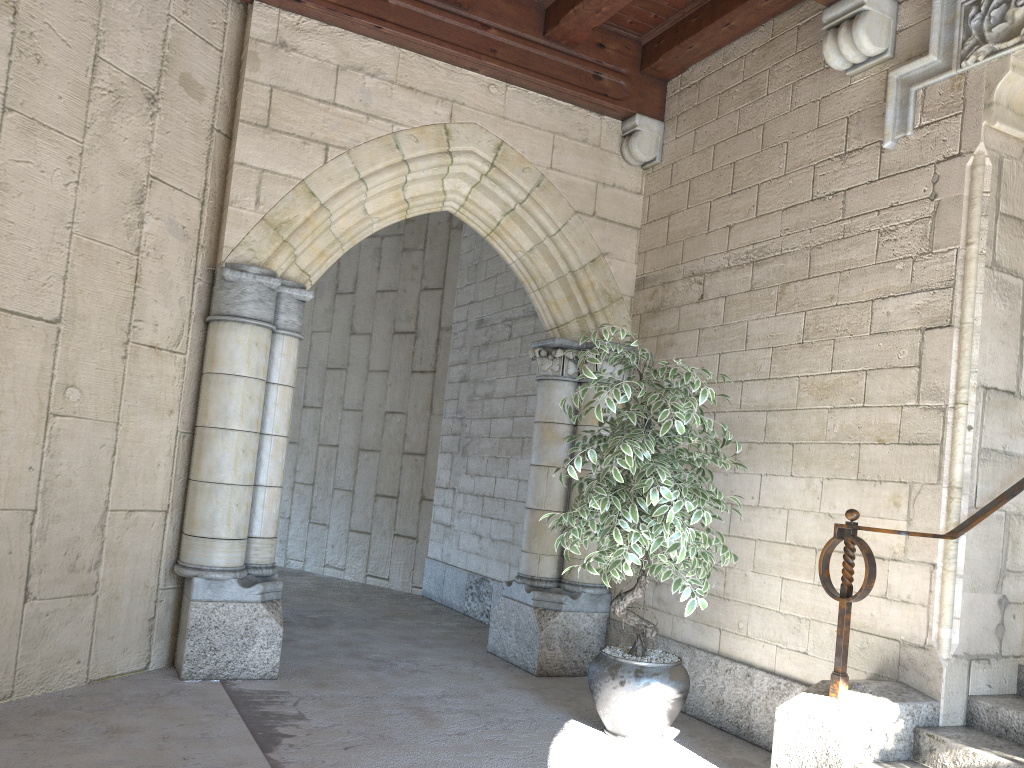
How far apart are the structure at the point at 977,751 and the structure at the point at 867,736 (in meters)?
0.02

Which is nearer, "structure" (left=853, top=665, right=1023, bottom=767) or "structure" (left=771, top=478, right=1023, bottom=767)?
"structure" (left=853, top=665, right=1023, bottom=767)

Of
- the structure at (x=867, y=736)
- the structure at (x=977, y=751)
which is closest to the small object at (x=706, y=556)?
the structure at (x=867, y=736)

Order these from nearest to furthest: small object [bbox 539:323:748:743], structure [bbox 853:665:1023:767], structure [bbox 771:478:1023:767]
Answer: structure [bbox 853:665:1023:767], structure [bbox 771:478:1023:767], small object [bbox 539:323:748:743]

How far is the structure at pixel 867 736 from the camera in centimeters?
270cm

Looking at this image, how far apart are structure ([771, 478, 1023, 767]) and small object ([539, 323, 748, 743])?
0.36m

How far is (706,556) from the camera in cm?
319

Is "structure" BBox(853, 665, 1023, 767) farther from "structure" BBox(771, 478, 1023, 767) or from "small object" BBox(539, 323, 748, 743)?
"small object" BBox(539, 323, 748, 743)

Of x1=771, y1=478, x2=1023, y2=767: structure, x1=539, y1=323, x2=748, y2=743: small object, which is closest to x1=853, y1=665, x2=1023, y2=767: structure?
x1=771, y1=478, x2=1023, y2=767: structure

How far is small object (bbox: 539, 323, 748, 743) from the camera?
3.19m
